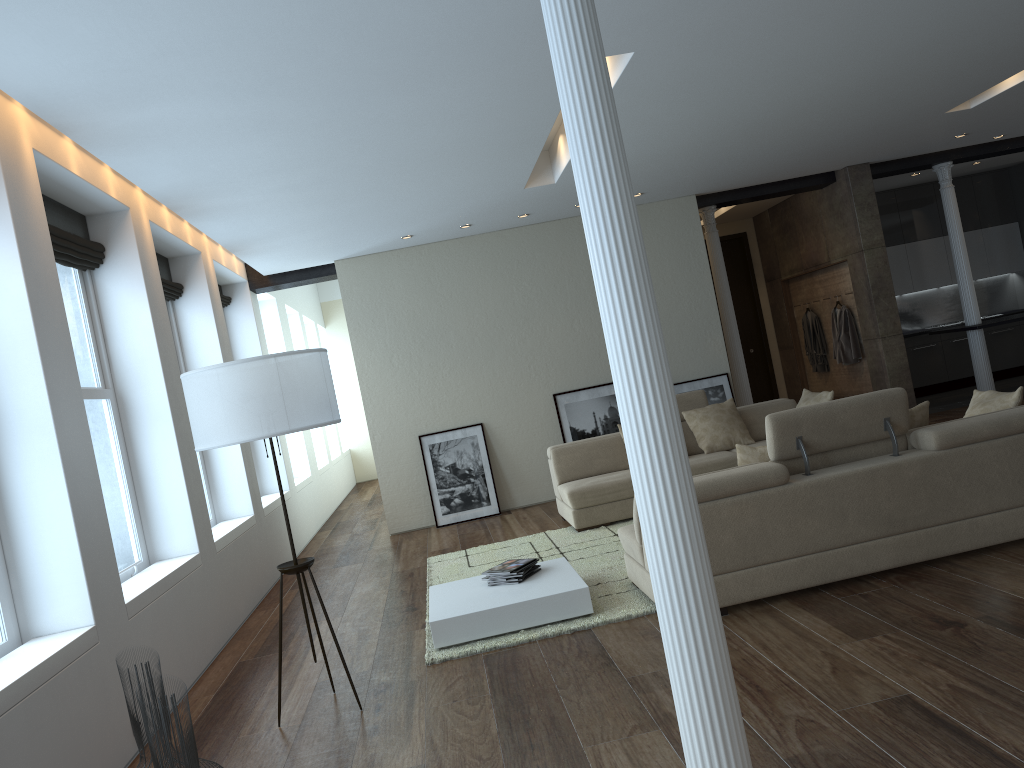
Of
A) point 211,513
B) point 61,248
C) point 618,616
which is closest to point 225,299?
point 211,513

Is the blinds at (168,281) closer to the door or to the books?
the books

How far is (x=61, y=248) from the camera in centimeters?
516cm

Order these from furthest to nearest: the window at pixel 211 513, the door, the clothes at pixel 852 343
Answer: the door
the clothes at pixel 852 343
the window at pixel 211 513

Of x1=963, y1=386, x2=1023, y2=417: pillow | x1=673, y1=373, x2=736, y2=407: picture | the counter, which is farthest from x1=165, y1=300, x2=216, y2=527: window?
the counter

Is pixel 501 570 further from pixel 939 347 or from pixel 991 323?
pixel 939 347

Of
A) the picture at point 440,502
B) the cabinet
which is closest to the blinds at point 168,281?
the picture at point 440,502

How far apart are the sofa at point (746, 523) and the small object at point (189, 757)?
2.8 meters

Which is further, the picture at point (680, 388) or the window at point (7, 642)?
the picture at point (680, 388)

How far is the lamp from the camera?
4.0m
